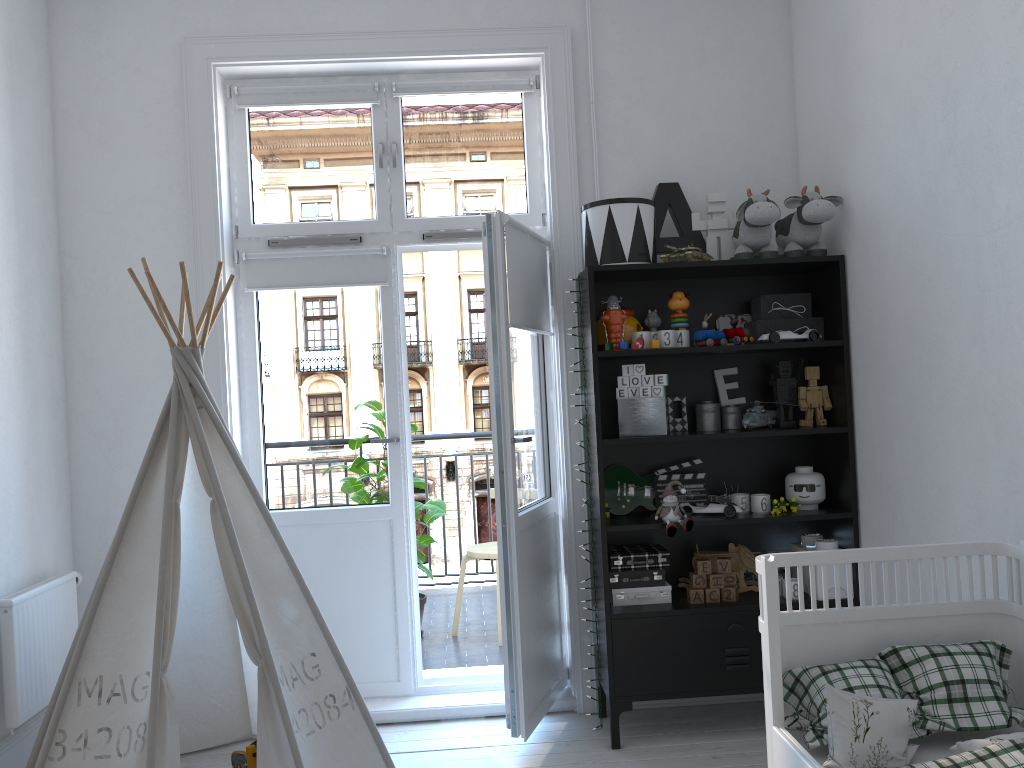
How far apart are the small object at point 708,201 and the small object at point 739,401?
0.4 meters

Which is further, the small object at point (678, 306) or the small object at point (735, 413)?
the small object at point (735, 413)

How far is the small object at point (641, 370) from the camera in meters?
3.1 m

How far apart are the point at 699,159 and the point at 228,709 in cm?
274

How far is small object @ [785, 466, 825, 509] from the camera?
3.2m

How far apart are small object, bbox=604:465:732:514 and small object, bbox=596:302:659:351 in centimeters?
47cm

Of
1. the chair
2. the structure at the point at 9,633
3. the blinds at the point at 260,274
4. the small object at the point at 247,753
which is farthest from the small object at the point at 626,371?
the structure at the point at 9,633

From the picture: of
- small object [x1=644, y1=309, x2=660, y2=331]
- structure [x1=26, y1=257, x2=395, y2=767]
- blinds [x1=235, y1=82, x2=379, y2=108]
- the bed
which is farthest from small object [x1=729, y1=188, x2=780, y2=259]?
structure [x1=26, y1=257, x2=395, y2=767]

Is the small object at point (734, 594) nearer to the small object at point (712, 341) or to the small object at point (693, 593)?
the small object at point (693, 593)

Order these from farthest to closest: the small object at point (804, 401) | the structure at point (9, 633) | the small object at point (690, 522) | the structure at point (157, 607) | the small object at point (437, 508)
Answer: the small object at point (437, 508) < the small object at point (804, 401) < the small object at point (690, 522) < the structure at point (9, 633) < the structure at point (157, 607)
